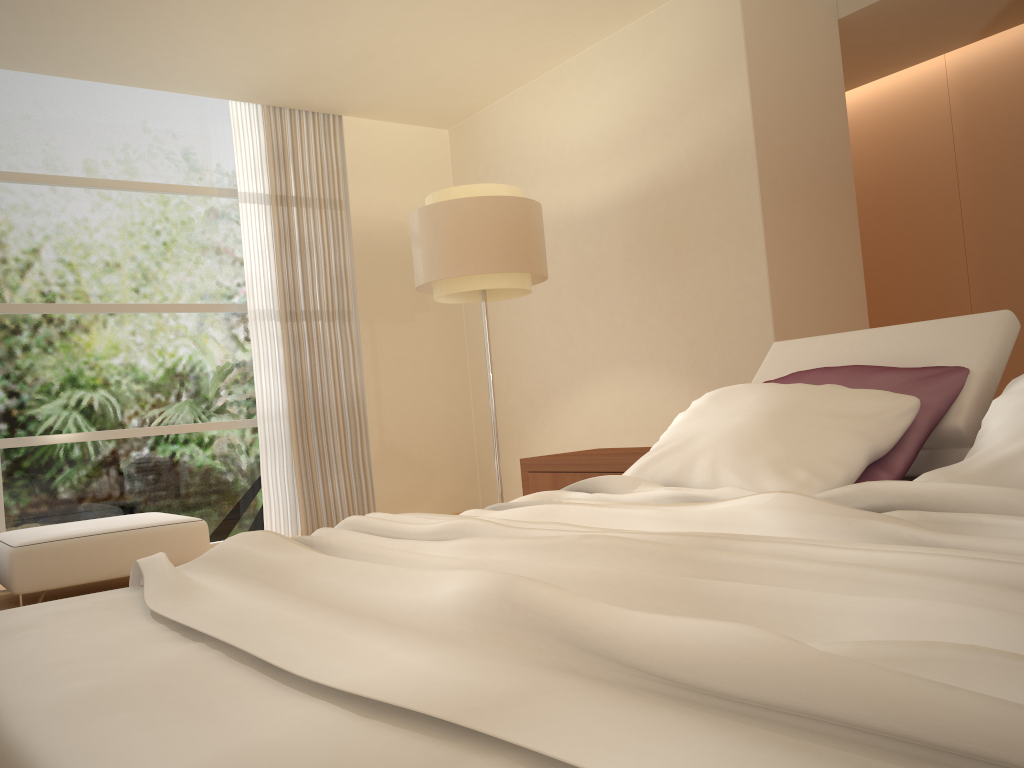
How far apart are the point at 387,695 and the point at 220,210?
6.1m

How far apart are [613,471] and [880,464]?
1.4 meters

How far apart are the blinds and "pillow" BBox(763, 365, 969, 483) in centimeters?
420cm

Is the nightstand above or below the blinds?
below

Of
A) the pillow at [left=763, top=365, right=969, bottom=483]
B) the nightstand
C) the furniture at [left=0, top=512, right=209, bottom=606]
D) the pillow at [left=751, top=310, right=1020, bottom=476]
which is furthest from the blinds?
the pillow at [left=763, top=365, right=969, bottom=483]

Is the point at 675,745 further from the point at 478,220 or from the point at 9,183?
the point at 9,183

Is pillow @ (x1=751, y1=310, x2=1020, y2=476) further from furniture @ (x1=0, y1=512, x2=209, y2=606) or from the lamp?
furniture @ (x1=0, y1=512, x2=209, y2=606)

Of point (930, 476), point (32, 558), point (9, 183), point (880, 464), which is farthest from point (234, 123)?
point (930, 476)

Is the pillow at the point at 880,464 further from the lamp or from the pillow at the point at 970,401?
the lamp

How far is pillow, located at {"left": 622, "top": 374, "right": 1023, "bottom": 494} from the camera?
1.8 meters
